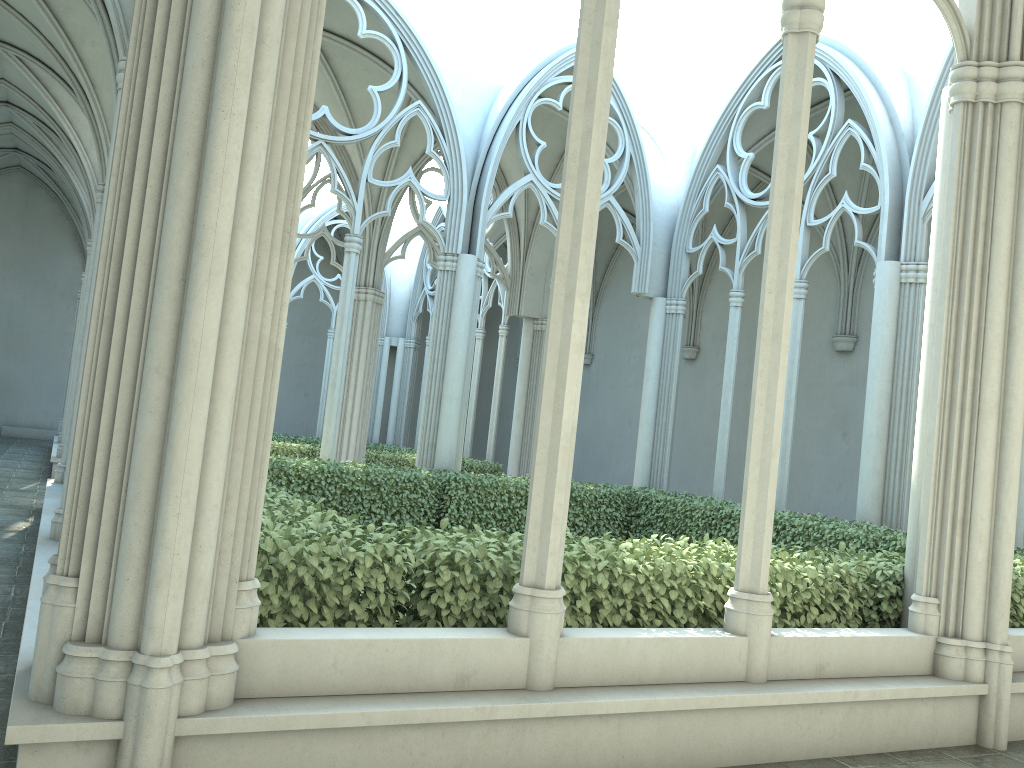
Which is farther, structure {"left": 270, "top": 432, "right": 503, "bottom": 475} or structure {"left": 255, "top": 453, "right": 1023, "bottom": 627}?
structure {"left": 270, "top": 432, "right": 503, "bottom": 475}

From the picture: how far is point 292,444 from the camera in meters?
17.0

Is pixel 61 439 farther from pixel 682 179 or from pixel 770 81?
pixel 770 81

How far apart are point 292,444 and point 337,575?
13.3 meters

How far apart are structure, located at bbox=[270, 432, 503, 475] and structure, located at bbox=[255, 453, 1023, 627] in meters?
5.3 m

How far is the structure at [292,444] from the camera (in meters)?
16.98

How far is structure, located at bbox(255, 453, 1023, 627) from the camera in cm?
414

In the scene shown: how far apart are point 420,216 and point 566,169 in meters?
8.9 m

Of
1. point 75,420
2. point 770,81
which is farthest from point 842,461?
point 75,420

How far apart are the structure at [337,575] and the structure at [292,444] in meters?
5.3
